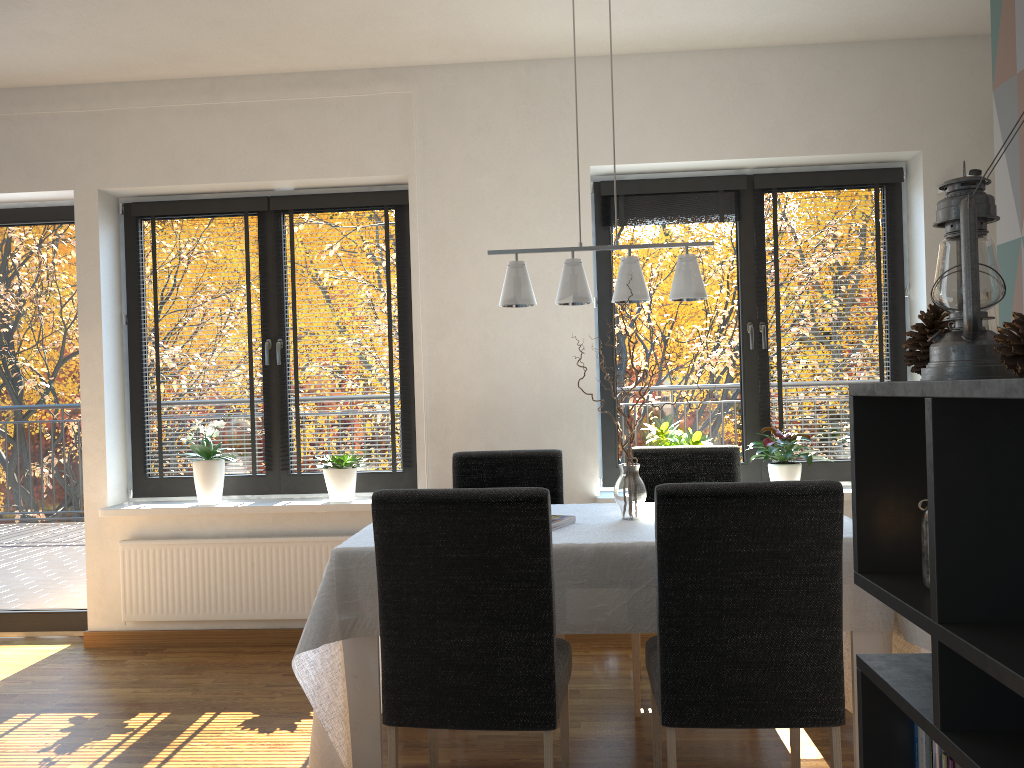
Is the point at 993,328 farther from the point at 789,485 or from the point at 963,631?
the point at 963,631

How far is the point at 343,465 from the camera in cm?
428

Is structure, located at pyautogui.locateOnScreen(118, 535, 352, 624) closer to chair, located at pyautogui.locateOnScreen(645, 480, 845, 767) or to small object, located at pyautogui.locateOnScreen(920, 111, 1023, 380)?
chair, located at pyautogui.locateOnScreen(645, 480, 845, 767)

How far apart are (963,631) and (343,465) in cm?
356

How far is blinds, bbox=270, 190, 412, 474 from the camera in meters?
4.5

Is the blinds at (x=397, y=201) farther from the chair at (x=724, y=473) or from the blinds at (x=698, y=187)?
the chair at (x=724, y=473)

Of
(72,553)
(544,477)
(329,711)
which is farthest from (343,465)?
(329,711)

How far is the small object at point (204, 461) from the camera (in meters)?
4.31

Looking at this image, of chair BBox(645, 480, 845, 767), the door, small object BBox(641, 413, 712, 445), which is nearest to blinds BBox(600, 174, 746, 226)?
small object BBox(641, 413, 712, 445)

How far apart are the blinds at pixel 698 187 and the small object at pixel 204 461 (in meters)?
2.19
